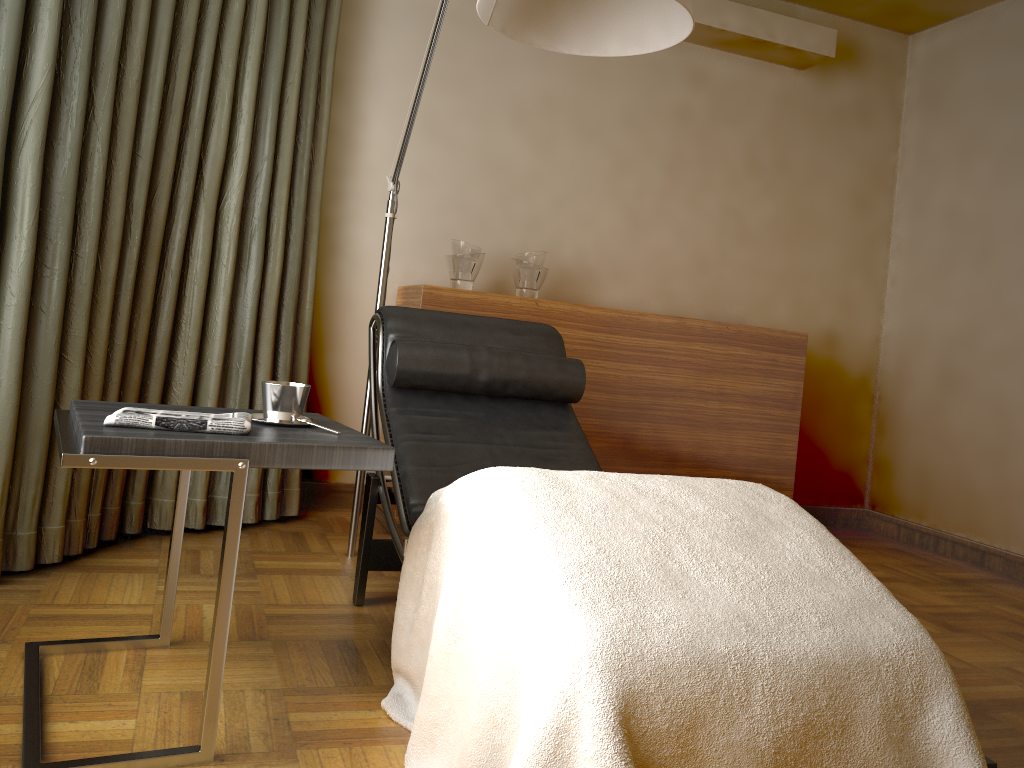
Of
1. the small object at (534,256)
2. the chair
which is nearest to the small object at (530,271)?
the small object at (534,256)

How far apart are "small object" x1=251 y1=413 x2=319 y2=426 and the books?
1.56m

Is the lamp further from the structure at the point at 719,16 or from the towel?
the structure at the point at 719,16

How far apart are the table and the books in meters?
1.3 m

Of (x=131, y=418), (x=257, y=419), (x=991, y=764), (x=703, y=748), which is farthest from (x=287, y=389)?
(x=991, y=764)

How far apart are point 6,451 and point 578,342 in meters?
1.9 m

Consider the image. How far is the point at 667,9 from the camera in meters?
1.9 m

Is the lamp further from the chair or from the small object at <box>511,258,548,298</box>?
the small object at <box>511,258,548,298</box>

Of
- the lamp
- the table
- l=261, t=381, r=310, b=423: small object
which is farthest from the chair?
l=261, t=381, r=310, b=423: small object

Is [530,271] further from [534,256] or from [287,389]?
[287,389]
